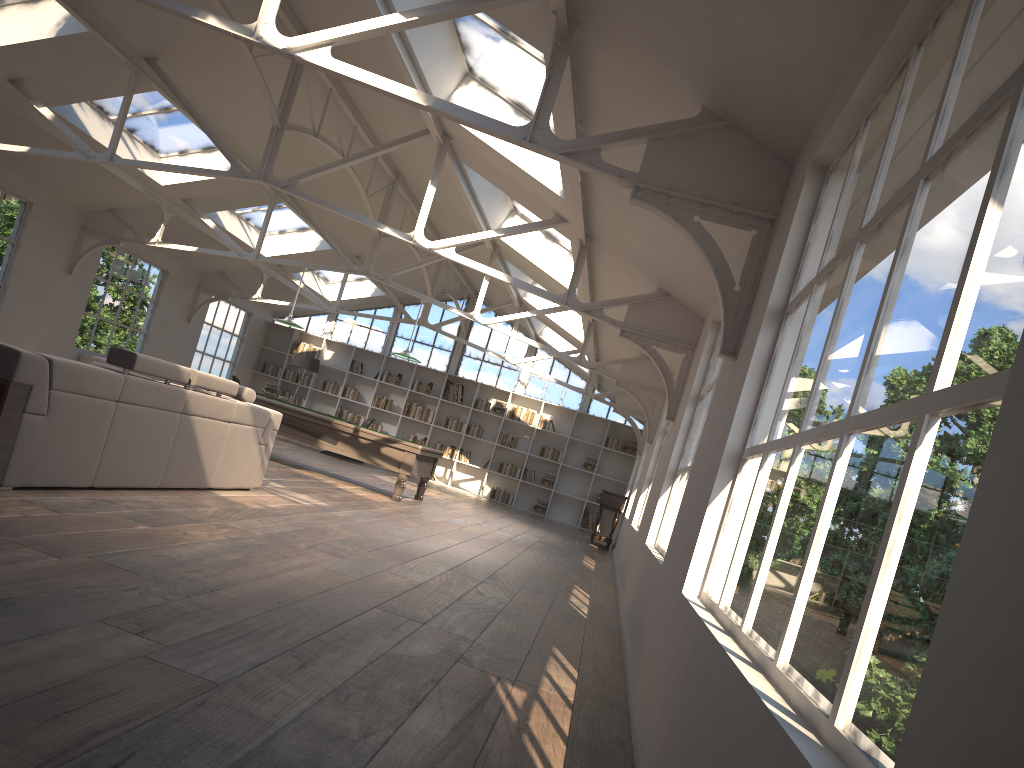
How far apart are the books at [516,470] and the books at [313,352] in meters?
4.8

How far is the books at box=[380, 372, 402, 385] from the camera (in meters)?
19.14

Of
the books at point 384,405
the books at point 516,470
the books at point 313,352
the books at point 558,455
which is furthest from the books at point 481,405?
the books at point 313,352

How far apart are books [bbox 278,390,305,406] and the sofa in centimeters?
1166cm

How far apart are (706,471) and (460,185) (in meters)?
6.17

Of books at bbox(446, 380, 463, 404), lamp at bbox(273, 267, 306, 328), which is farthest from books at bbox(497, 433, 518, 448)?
lamp at bbox(273, 267, 306, 328)

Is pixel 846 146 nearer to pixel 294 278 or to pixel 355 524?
pixel 355 524

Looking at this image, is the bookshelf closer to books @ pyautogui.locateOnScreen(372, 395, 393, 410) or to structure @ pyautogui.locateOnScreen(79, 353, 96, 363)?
books @ pyautogui.locateOnScreen(372, 395, 393, 410)

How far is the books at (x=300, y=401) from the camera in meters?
19.3 m

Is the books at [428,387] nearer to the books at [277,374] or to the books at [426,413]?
the books at [426,413]
